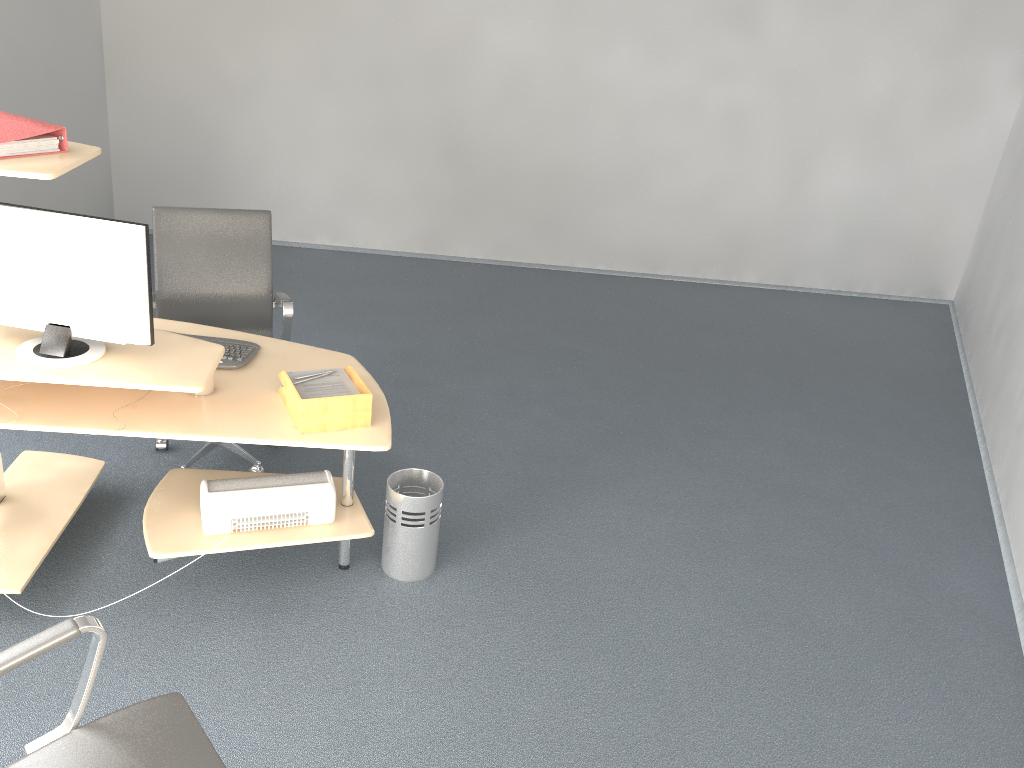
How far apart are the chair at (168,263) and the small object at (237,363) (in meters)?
0.37

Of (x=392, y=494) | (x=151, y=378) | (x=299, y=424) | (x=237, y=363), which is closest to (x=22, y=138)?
(x=151, y=378)

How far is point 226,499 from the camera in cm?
291

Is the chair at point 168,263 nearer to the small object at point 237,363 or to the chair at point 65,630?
the small object at point 237,363

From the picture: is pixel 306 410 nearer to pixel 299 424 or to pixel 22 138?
pixel 299 424

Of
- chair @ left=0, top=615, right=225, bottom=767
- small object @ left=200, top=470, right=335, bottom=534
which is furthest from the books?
chair @ left=0, top=615, right=225, bottom=767

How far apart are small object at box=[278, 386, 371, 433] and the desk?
0.0m

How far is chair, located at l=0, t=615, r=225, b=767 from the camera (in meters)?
1.77

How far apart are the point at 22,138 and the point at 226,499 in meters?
1.2

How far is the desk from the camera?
2.6 meters
